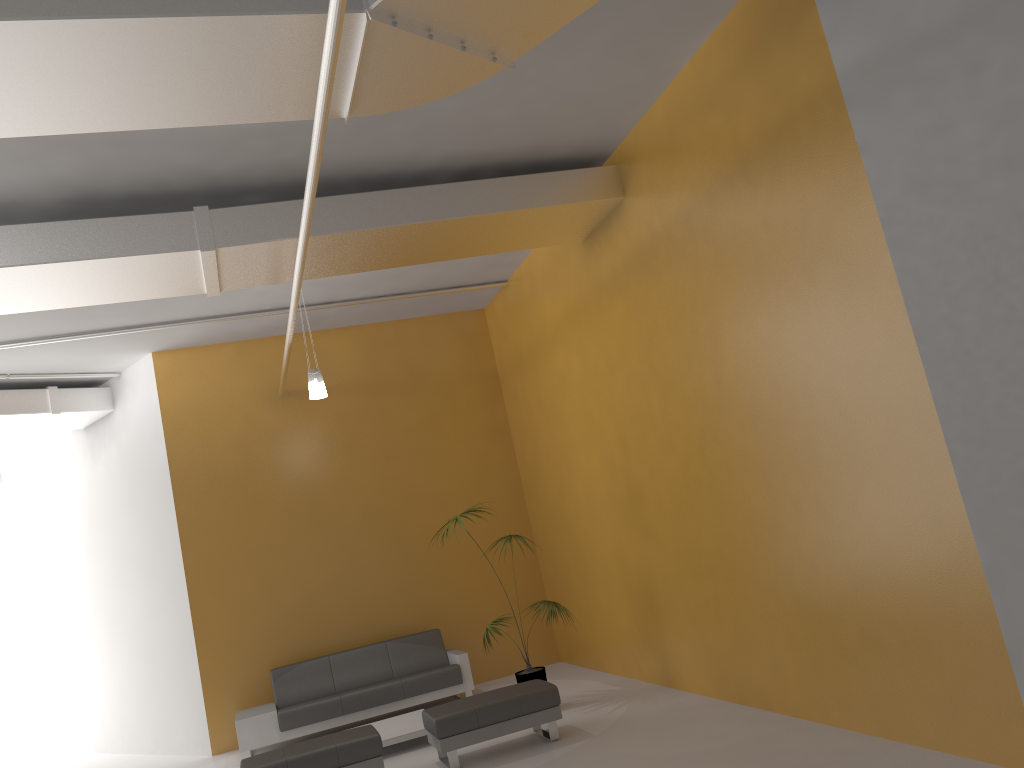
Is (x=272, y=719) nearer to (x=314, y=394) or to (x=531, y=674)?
(x=531, y=674)

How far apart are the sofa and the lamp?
3.0 meters

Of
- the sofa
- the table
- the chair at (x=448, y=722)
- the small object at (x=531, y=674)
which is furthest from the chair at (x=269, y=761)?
the sofa

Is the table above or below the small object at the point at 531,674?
below

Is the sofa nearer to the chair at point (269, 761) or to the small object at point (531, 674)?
the small object at point (531, 674)

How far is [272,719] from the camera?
8.8 meters

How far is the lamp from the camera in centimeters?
846cm

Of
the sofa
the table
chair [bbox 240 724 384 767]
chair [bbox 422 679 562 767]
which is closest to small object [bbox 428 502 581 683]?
chair [bbox 422 679 562 767]

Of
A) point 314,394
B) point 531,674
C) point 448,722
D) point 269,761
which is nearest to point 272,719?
point 269,761

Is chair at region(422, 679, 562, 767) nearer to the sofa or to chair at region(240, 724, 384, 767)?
chair at region(240, 724, 384, 767)
